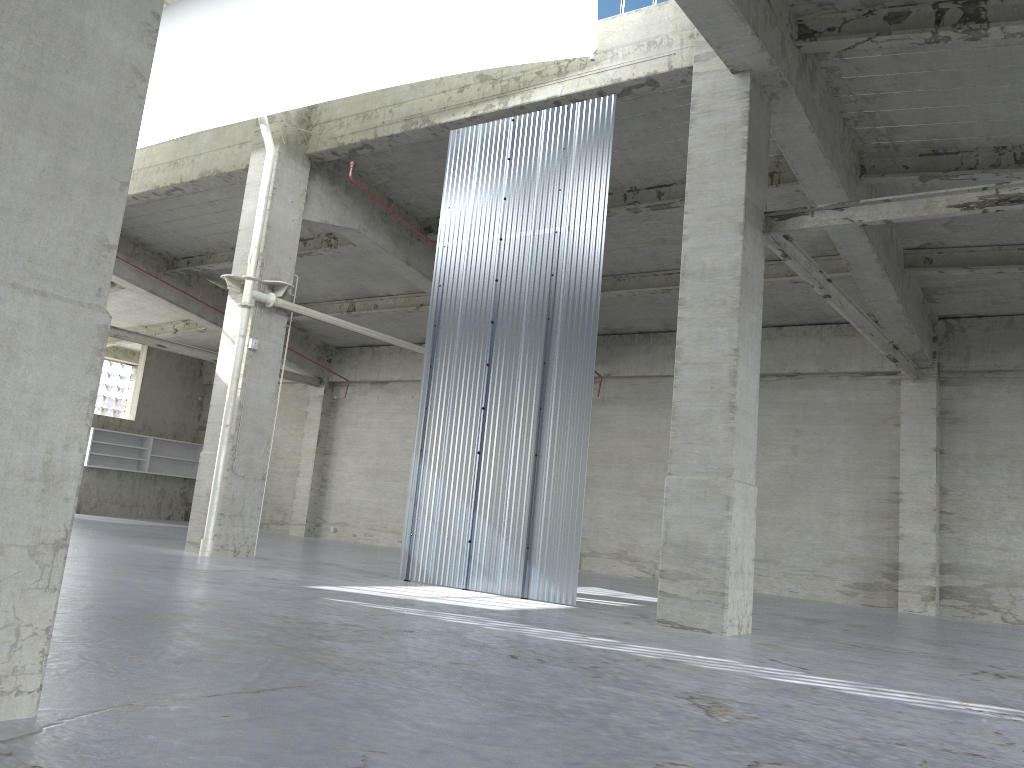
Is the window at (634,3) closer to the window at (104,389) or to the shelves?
the shelves

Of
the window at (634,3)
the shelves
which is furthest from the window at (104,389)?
the window at (634,3)

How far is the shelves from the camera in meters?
42.7

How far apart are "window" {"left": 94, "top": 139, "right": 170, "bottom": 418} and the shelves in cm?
543

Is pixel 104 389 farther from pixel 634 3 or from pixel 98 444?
pixel 634 3

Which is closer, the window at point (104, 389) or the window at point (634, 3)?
the window at point (634, 3)

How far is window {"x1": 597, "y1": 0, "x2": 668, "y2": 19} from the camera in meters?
18.9

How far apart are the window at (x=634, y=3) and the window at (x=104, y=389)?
38.9m

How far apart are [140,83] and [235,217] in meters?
25.4

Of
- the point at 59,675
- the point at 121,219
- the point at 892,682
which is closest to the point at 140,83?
the point at 121,219
